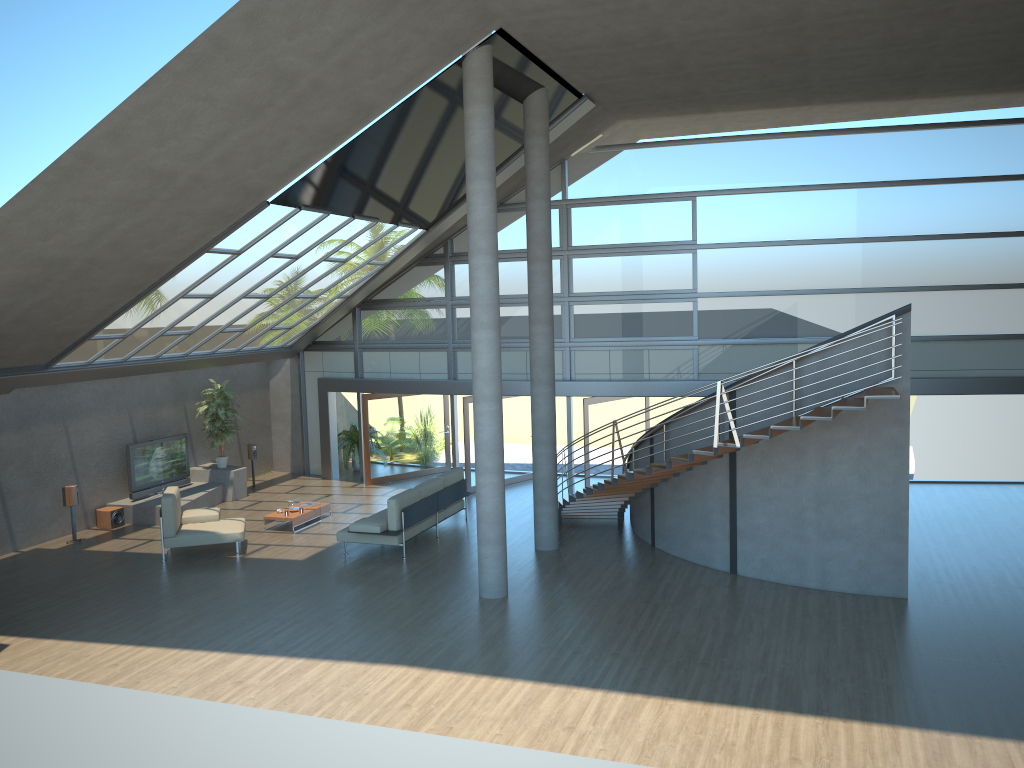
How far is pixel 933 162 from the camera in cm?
1557

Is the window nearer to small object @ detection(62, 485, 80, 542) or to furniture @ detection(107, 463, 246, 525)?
furniture @ detection(107, 463, 246, 525)

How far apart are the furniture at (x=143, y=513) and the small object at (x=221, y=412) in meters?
0.1 m

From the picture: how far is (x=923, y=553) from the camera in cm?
1288

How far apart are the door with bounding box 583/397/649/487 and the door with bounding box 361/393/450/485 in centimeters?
442cm

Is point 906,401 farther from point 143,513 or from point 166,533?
point 143,513

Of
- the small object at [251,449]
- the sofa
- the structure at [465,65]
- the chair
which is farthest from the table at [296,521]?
the structure at [465,65]

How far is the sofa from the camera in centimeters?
1331cm

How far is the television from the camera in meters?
16.4 m

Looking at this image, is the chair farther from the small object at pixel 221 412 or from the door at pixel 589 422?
the door at pixel 589 422
